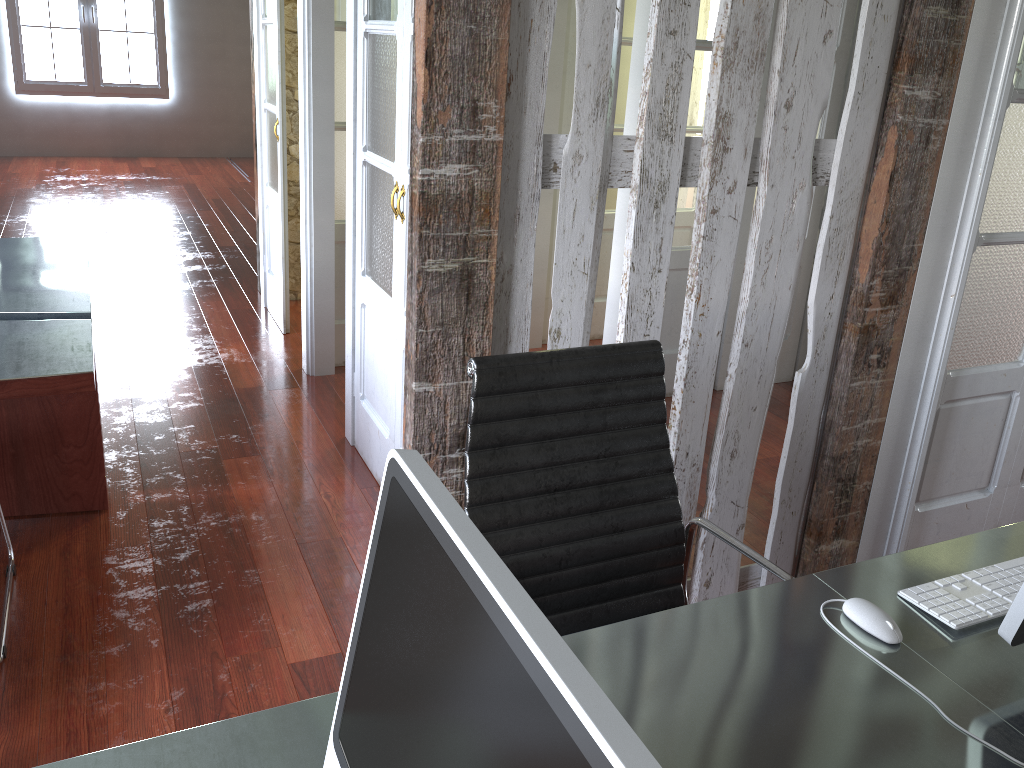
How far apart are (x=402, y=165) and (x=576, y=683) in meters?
2.3 m

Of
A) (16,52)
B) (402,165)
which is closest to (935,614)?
(402,165)

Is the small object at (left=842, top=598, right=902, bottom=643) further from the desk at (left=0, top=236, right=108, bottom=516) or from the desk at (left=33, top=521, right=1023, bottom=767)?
the desk at (left=0, top=236, right=108, bottom=516)

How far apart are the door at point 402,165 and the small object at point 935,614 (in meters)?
1.76

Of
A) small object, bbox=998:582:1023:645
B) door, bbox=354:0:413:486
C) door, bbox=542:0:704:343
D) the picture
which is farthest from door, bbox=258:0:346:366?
the picture

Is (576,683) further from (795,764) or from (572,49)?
(572,49)

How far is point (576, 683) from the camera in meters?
0.5

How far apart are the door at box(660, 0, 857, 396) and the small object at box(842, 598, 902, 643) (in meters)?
2.71

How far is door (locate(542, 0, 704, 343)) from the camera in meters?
4.3 m

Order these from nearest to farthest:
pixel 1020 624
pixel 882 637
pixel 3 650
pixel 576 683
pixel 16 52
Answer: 1. pixel 576 683
2. pixel 1020 624
3. pixel 882 637
4. pixel 3 650
5. pixel 16 52
